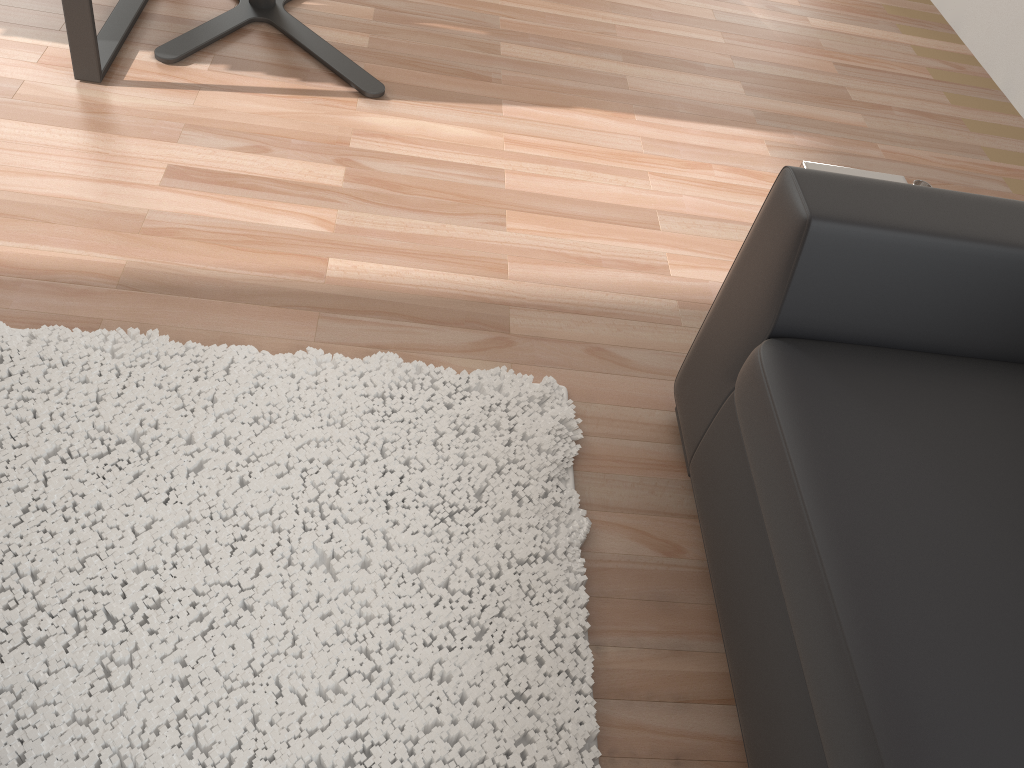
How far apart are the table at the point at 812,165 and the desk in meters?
1.7 m

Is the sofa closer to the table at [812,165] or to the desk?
the table at [812,165]

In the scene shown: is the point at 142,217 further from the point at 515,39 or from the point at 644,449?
the point at 515,39

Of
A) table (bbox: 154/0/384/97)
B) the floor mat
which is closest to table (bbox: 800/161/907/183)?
the floor mat

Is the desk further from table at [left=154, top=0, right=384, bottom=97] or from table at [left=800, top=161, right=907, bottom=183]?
table at [left=800, top=161, right=907, bottom=183]

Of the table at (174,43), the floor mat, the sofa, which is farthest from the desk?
the sofa

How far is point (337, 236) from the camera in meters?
2.0 m

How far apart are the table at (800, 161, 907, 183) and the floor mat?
0.7m

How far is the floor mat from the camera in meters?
1.3

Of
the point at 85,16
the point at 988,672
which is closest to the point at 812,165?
the point at 988,672
